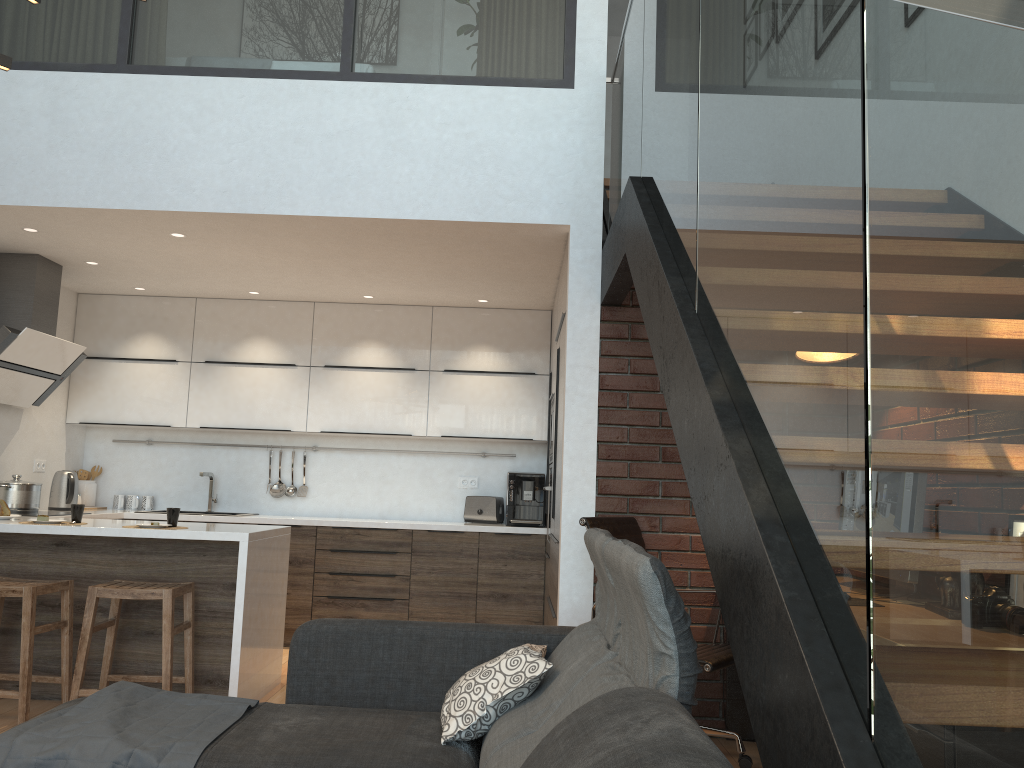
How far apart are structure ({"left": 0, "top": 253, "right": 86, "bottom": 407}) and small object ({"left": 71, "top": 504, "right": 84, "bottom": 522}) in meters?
1.2

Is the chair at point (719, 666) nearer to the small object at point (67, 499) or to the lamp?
the lamp

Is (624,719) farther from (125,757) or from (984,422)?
(125,757)

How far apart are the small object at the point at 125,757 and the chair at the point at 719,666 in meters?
1.6

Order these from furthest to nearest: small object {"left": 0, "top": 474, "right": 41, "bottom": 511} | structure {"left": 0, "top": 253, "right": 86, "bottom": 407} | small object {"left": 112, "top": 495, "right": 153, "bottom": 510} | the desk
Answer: small object {"left": 112, "top": 495, "right": 153, "bottom": 510}, small object {"left": 0, "top": 474, "right": 41, "bottom": 511}, structure {"left": 0, "top": 253, "right": 86, "bottom": 407}, the desk

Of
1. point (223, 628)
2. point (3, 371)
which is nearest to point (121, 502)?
point (3, 371)

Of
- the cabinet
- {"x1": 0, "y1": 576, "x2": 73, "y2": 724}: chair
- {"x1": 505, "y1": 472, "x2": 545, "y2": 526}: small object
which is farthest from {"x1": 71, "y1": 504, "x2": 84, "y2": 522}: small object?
{"x1": 505, "y1": 472, "x2": 545, "y2": 526}: small object

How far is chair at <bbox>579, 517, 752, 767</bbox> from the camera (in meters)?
3.41

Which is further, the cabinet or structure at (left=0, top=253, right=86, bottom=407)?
structure at (left=0, top=253, right=86, bottom=407)

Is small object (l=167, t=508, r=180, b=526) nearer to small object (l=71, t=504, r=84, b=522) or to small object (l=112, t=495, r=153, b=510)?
small object (l=71, t=504, r=84, b=522)
